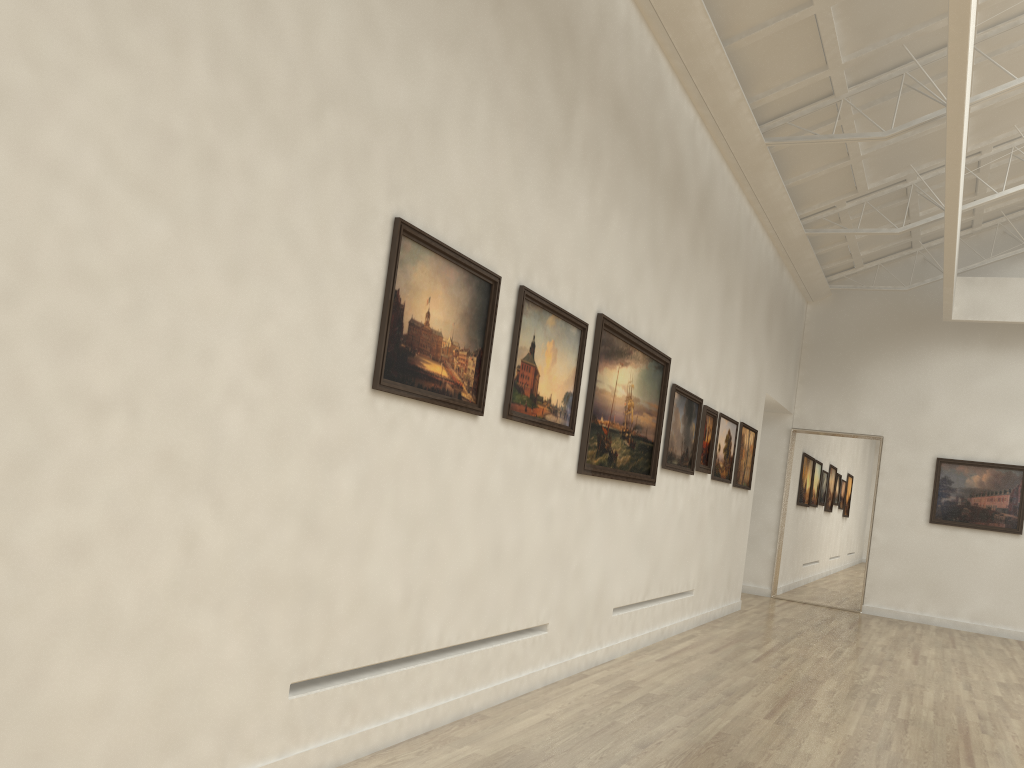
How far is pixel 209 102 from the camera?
6.09m
